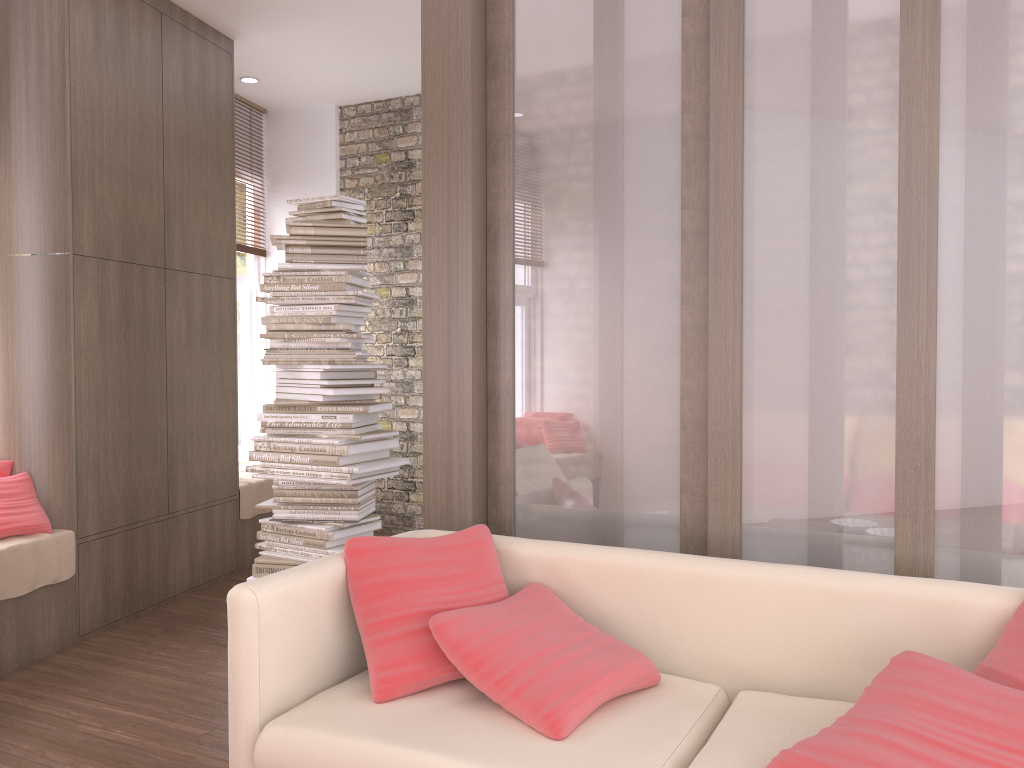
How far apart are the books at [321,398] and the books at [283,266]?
0.6 meters

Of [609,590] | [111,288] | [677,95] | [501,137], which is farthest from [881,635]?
[111,288]

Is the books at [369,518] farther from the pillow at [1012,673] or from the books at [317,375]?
the pillow at [1012,673]

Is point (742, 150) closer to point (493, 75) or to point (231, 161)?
point (493, 75)

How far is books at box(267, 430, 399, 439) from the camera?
4.0m

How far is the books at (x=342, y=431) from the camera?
4.0 meters

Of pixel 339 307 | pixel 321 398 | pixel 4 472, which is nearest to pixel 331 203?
pixel 339 307

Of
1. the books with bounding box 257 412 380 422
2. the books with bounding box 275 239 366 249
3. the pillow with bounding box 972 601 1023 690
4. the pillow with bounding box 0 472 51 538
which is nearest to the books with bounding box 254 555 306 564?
the books with bounding box 257 412 380 422

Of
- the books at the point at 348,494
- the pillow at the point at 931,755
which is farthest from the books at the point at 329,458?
the pillow at the point at 931,755

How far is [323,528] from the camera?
3.96m
